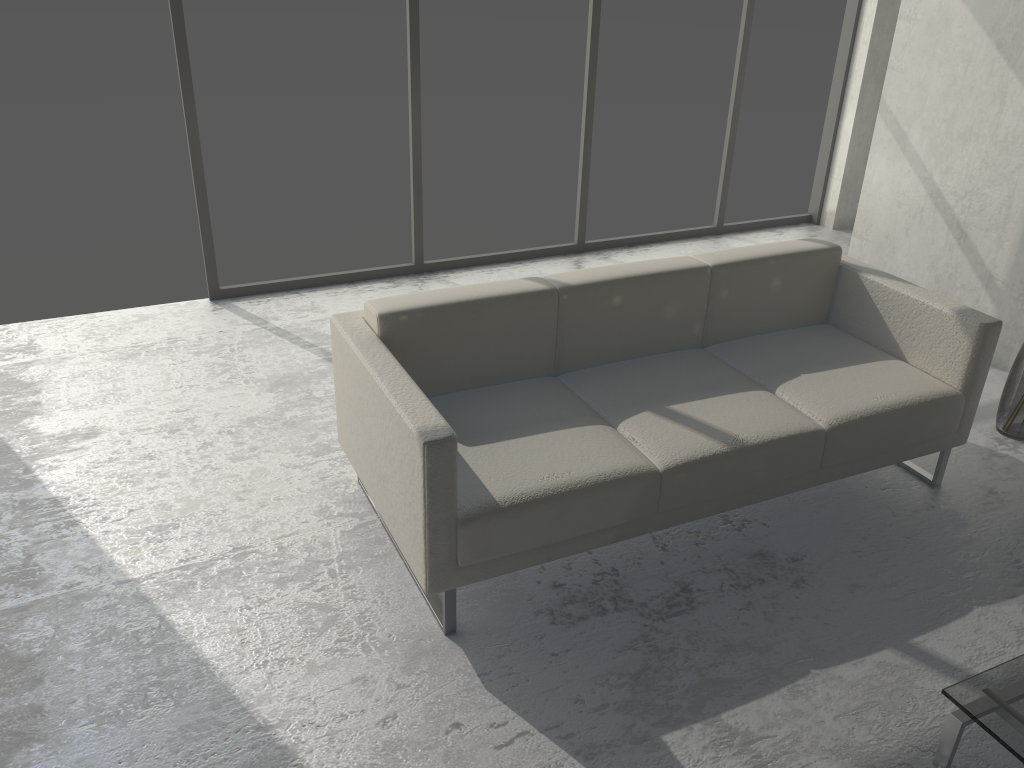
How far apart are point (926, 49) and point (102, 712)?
4.0m

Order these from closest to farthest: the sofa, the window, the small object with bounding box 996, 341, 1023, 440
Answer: the sofa
the small object with bounding box 996, 341, 1023, 440
the window

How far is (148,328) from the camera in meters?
3.9 m

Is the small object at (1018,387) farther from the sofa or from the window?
the window

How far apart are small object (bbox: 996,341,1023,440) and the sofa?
0.49m

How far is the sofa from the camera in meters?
2.2

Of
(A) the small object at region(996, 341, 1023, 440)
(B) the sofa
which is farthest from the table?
(A) the small object at region(996, 341, 1023, 440)

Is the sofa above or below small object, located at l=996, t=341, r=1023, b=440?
above

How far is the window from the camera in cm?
384

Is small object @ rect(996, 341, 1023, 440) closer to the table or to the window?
the table
